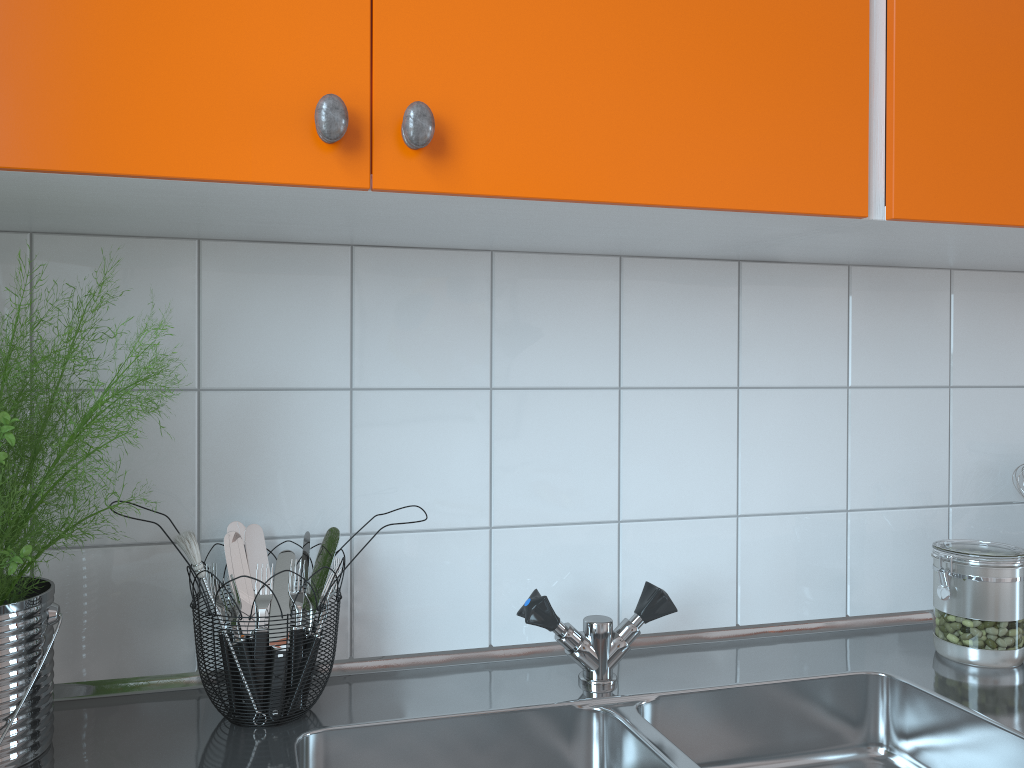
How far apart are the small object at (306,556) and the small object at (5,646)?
0.3m

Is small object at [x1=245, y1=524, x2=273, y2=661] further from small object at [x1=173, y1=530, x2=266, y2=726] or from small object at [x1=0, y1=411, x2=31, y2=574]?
small object at [x1=0, y1=411, x2=31, y2=574]

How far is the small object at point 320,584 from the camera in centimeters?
104cm

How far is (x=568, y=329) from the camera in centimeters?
122cm

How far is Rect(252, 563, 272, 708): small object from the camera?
1.03m

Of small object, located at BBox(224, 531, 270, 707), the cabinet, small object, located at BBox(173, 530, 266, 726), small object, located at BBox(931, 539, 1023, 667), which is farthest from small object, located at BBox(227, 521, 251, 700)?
small object, located at BBox(931, 539, 1023, 667)

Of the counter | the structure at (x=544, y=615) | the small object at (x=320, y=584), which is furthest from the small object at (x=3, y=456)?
the structure at (x=544, y=615)

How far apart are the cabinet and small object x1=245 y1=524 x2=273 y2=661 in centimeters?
35cm

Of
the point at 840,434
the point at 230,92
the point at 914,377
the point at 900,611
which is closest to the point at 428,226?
the point at 230,92

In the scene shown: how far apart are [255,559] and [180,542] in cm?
15
